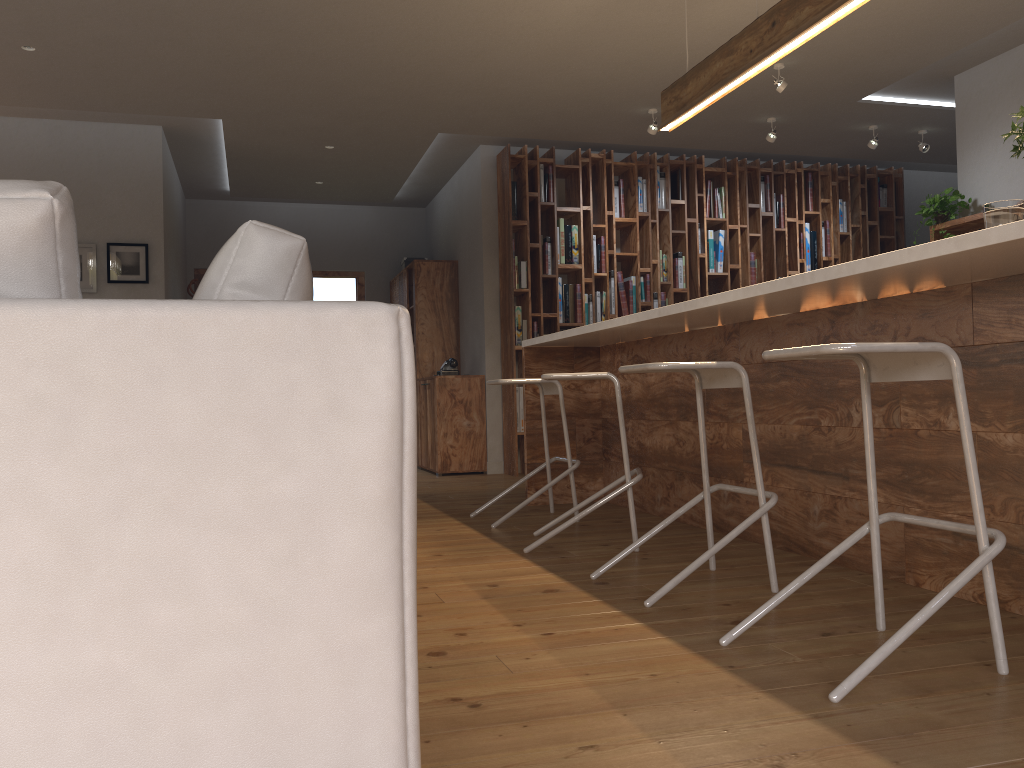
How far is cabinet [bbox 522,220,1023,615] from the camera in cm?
246

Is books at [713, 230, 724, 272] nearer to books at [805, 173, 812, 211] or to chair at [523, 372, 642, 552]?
books at [805, 173, 812, 211]

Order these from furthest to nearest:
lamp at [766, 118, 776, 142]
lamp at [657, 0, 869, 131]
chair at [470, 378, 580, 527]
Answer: lamp at [766, 118, 776, 142] → chair at [470, 378, 580, 527] → lamp at [657, 0, 869, 131]

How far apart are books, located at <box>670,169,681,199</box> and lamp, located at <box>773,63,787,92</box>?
2.02m

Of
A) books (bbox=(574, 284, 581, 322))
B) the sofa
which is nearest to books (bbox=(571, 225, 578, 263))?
books (bbox=(574, 284, 581, 322))

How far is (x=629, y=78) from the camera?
5.88m

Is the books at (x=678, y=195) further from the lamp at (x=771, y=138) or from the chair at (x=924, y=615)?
the chair at (x=924, y=615)

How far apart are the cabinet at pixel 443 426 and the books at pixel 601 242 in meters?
1.5

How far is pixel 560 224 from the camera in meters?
7.4

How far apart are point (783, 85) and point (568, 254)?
2.3m
